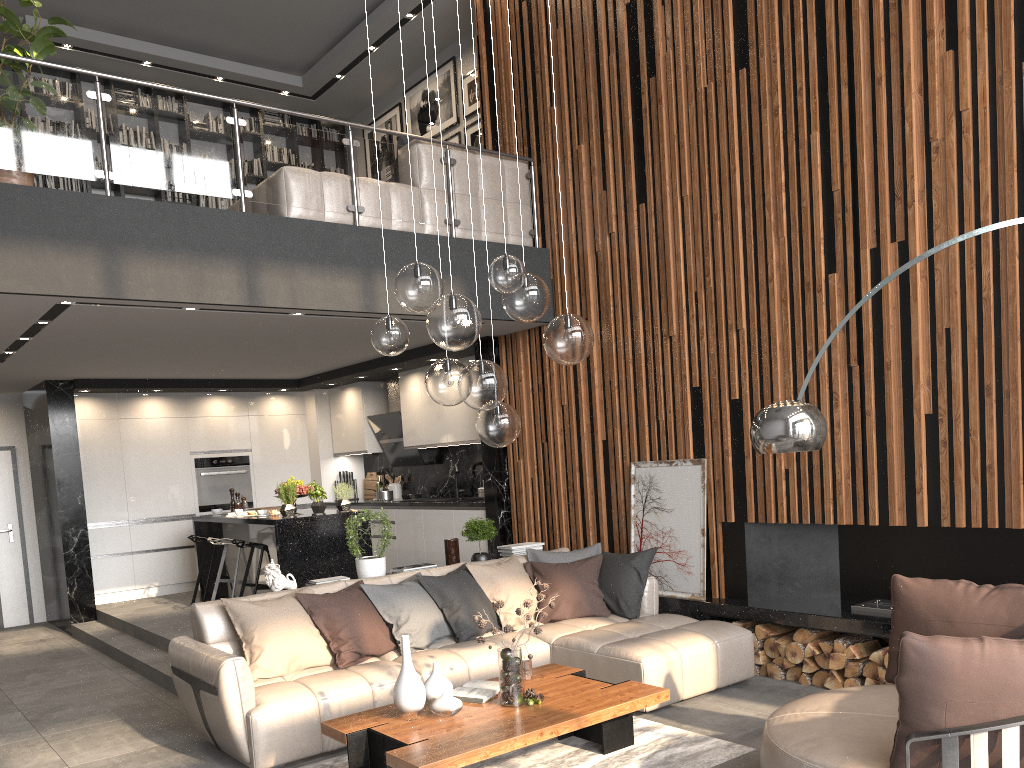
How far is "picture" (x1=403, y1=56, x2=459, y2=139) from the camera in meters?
9.4

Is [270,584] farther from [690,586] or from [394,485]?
[394,485]

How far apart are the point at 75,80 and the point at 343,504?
5.44m

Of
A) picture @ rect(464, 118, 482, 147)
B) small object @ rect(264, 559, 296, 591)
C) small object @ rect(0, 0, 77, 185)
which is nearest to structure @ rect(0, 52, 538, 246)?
small object @ rect(0, 0, 77, 185)

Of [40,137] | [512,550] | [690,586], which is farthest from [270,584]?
[40,137]

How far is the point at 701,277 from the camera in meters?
6.2 m

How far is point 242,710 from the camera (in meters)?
4.32

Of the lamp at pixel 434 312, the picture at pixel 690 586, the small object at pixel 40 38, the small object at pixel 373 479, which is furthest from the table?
the small object at pixel 373 479

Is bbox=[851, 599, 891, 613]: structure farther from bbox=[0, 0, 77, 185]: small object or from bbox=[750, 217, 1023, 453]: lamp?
bbox=[0, 0, 77, 185]: small object

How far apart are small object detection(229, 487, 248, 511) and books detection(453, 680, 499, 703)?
5.5 meters
